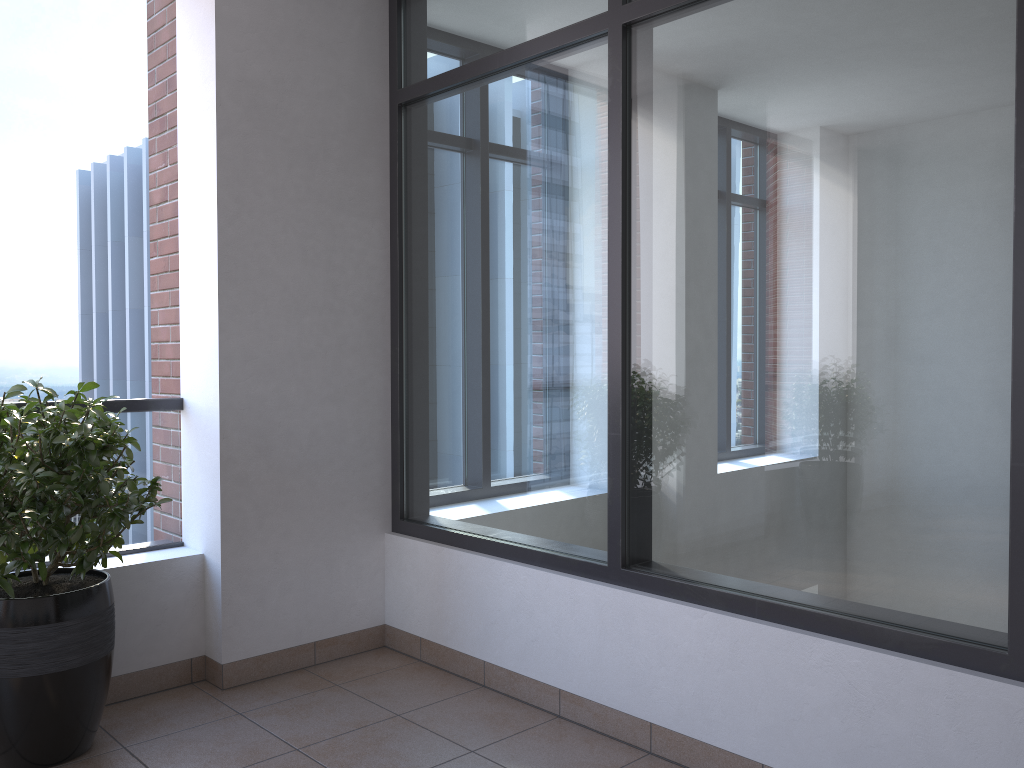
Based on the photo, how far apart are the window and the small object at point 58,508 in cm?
114

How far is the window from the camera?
2.2m

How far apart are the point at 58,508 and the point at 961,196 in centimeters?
260cm

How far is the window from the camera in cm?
217

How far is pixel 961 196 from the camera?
2.17m

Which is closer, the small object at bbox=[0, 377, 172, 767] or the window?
the window

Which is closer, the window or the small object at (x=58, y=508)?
the window

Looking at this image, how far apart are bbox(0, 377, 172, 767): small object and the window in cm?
114
